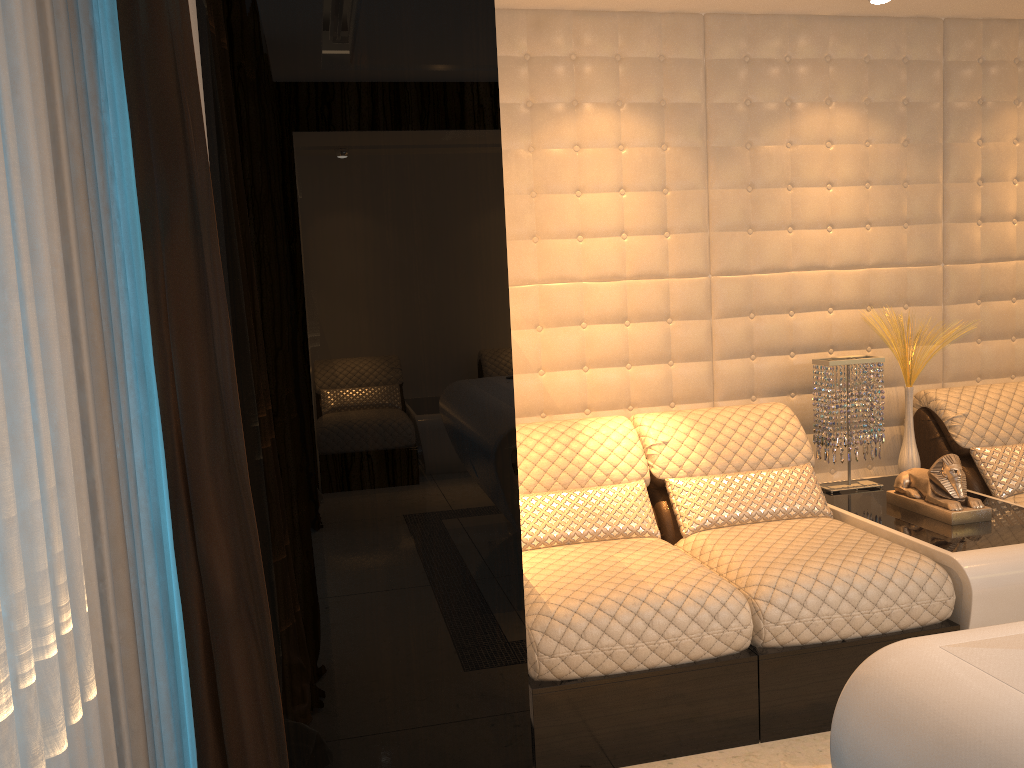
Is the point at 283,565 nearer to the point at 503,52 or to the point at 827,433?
the point at 503,52

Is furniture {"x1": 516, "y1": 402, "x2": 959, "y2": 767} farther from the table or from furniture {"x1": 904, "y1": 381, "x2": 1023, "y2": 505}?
furniture {"x1": 904, "y1": 381, "x2": 1023, "y2": 505}

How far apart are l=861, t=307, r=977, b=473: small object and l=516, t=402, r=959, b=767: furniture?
0.5 meters

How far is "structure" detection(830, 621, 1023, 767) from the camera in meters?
1.0 m

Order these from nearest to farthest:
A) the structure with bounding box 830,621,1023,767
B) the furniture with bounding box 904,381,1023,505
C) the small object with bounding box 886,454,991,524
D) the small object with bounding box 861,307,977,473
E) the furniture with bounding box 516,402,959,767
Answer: the structure with bounding box 830,621,1023,767
the furniture with bounding box 516,402,959,767
the small object with bounding box 886,454,991,524
the furniture with bounding box 904,381,1023,505
the small object with bounding box 861,307,977,473

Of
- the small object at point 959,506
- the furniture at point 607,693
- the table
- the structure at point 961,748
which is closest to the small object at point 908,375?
the table

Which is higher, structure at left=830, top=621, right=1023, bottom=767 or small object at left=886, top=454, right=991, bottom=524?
structure at left=830, top=621, right=1023, bottom=767

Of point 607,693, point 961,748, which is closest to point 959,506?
point 607,693

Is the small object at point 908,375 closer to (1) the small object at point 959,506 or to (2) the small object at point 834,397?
(2) the small object at point 834,397

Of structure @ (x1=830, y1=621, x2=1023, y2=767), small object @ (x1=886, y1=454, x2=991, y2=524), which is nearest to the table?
small object @ (x1=886, y1=454, x2=991, y2=524)
